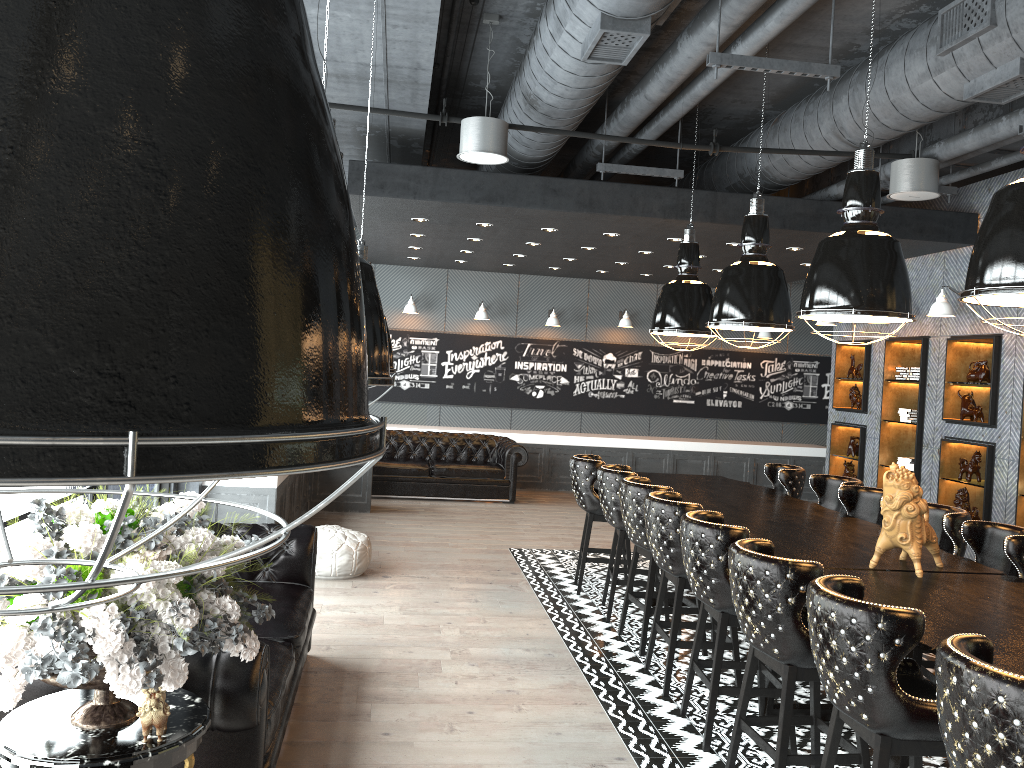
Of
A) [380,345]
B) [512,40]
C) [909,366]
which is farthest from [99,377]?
[909,366]

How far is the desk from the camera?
3.38m

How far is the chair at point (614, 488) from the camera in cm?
643

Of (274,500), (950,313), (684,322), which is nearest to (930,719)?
(684,322)

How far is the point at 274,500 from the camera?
7.4 meters

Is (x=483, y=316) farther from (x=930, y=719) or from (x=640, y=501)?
(x=930, y=719)

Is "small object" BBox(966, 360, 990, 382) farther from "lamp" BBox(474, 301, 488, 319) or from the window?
the window

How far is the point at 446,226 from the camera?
9.08m

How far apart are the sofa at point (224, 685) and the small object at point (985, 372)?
6.3 meters

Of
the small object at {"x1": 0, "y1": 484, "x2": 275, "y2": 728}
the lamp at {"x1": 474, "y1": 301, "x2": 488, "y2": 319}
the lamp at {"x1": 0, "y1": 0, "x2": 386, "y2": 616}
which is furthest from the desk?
the lamp at {"x1": 474, "y1": 301, "x2": 488, "y2": 319}
